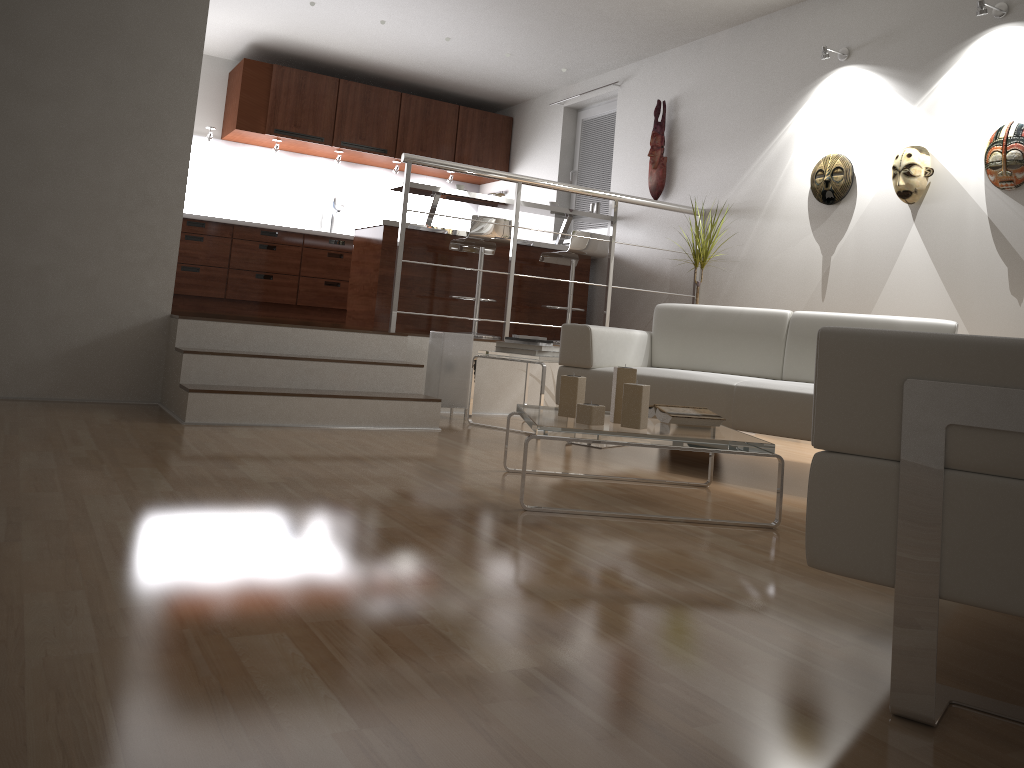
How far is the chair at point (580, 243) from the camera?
6.4 meters

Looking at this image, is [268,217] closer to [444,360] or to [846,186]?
[444,360]

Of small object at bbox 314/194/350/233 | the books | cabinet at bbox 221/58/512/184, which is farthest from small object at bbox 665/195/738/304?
small object at bbox 314/194/350/233

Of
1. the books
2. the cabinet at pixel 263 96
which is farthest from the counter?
the books

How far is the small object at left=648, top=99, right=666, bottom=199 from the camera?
6.5m

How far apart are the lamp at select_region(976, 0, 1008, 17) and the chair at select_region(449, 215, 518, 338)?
3.1 meters

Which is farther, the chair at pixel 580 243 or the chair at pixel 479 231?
the chair at pixel 580 243

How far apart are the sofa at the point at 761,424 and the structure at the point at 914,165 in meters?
1.0

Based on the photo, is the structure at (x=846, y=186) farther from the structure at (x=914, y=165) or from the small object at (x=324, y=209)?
the small object at (x=324, y=209)

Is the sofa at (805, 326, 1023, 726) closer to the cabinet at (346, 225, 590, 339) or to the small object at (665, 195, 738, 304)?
the small object at (665, 195, 738, 304)
